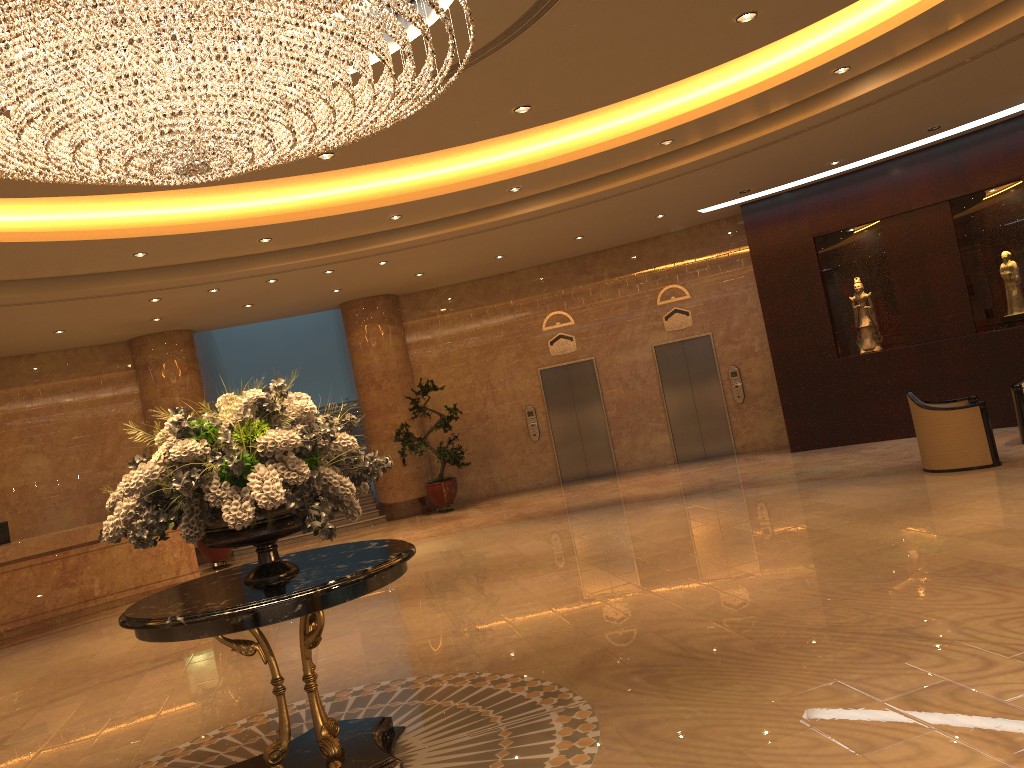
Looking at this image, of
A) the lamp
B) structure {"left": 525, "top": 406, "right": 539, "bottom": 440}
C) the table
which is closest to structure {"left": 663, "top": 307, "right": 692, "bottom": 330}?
structure {"left": 525, "top": 406, "right": 539, "bottom": 440}

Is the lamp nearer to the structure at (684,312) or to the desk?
the desk

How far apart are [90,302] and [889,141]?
10.41m

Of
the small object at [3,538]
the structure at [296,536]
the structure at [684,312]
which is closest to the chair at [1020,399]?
the structure at [684,312]

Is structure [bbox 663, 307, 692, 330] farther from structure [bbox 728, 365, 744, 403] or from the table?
the table

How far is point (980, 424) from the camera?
9.4 meters

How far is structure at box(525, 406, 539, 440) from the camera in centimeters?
1618cm

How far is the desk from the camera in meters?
11.3

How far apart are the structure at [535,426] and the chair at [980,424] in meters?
7.4 m

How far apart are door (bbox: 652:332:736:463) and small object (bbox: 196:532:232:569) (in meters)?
7.68
